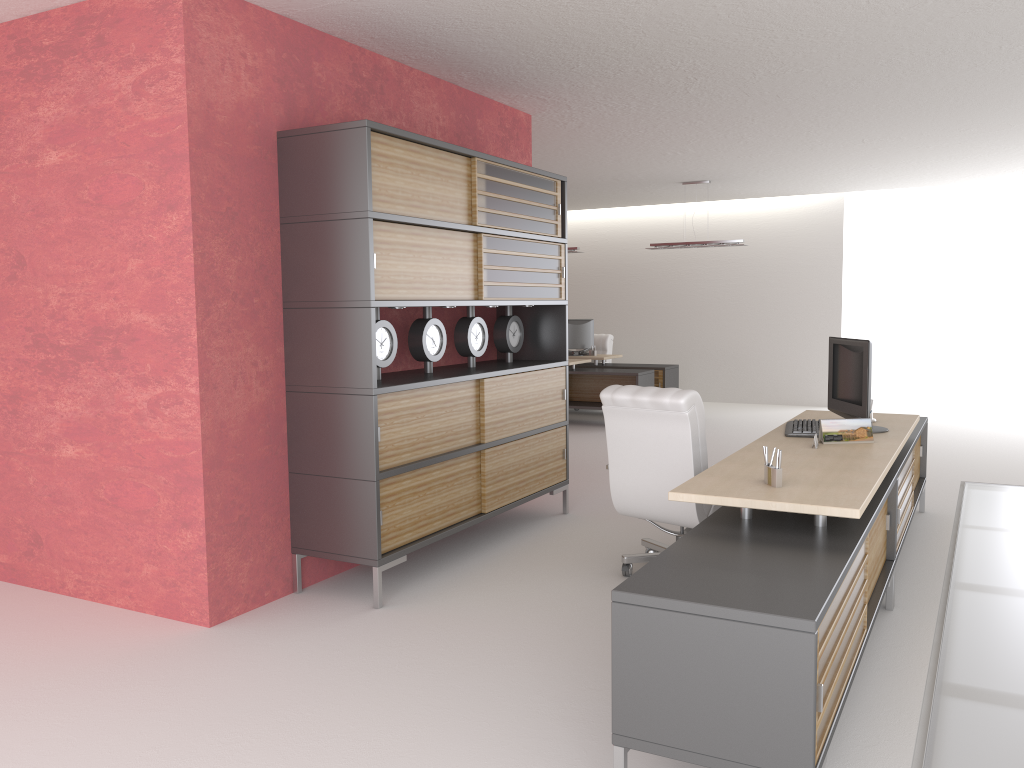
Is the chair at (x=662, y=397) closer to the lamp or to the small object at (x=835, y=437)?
the small object at (x=835, y=437)

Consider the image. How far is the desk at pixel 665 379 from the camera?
17.55m

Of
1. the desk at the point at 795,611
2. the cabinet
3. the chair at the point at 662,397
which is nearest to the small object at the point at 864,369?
the desk at the point at 795,611

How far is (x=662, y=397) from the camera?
6.8 meters

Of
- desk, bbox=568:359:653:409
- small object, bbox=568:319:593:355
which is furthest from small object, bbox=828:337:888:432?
small object, bbox=568:319:593:355

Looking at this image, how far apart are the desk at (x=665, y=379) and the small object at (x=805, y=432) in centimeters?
974cm

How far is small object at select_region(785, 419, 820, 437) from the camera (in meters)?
7.12

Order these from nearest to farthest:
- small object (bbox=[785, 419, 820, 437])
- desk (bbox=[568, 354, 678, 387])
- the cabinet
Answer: the cabinet
small object (bbox=[785, 419, 820, 437])
desk (bbox=[568, 354, 678, 387])

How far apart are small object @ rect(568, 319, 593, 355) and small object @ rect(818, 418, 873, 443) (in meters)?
12.15

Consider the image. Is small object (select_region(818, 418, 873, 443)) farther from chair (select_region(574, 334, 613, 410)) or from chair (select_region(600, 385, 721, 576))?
chair (select_region(574, 334, 613, 410))
